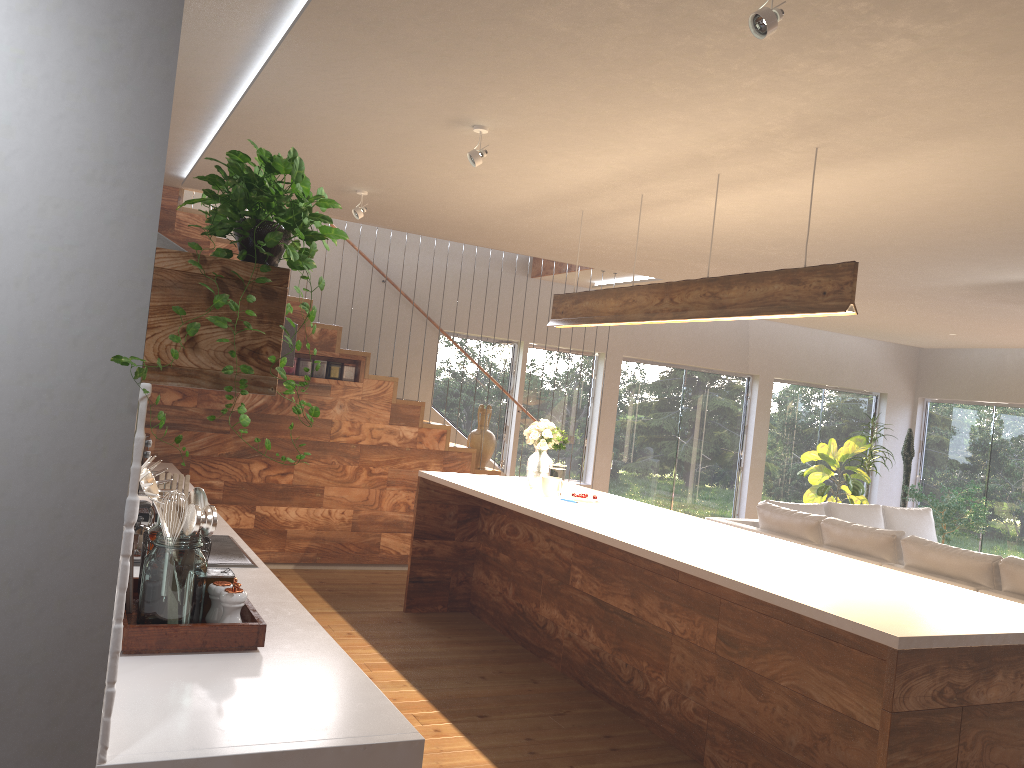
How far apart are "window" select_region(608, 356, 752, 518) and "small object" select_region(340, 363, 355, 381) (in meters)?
3.75

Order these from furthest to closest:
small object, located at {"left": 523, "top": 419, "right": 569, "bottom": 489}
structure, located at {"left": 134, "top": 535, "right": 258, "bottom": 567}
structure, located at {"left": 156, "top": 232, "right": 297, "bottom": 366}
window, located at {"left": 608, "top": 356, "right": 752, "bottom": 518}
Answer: window, located at {"left": 608, "top": 356, "right": 752, "bottom": 518}
small object, located at {"left": 523, "top": 419, "right": 569, "bottom": 489}
structure, located at {"left": 134, "top": 535, "right": 258, "bottom": 567}
structure, located at {"left": 156, "top": 232, "right": 297, "bottom": 366}

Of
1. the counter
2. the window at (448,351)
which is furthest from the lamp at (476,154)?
the window at (448,351)

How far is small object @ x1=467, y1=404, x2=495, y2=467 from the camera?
7.80m

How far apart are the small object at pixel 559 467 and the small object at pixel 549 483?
0.1 meters

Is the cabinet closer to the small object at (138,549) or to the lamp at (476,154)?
the lamp at (476,154)

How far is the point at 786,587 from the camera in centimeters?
317cm

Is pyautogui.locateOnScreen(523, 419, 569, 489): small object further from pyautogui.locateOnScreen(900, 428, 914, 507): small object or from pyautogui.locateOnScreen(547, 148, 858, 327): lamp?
pyautogui.locateOnScreen(900, 428, 914, 507): small object

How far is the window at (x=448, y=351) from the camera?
9.0m

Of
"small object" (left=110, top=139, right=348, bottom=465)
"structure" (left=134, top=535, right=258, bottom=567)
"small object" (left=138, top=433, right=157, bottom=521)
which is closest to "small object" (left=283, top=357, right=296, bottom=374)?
"small object" (left=138, top=433, right=157, bottom=521)
